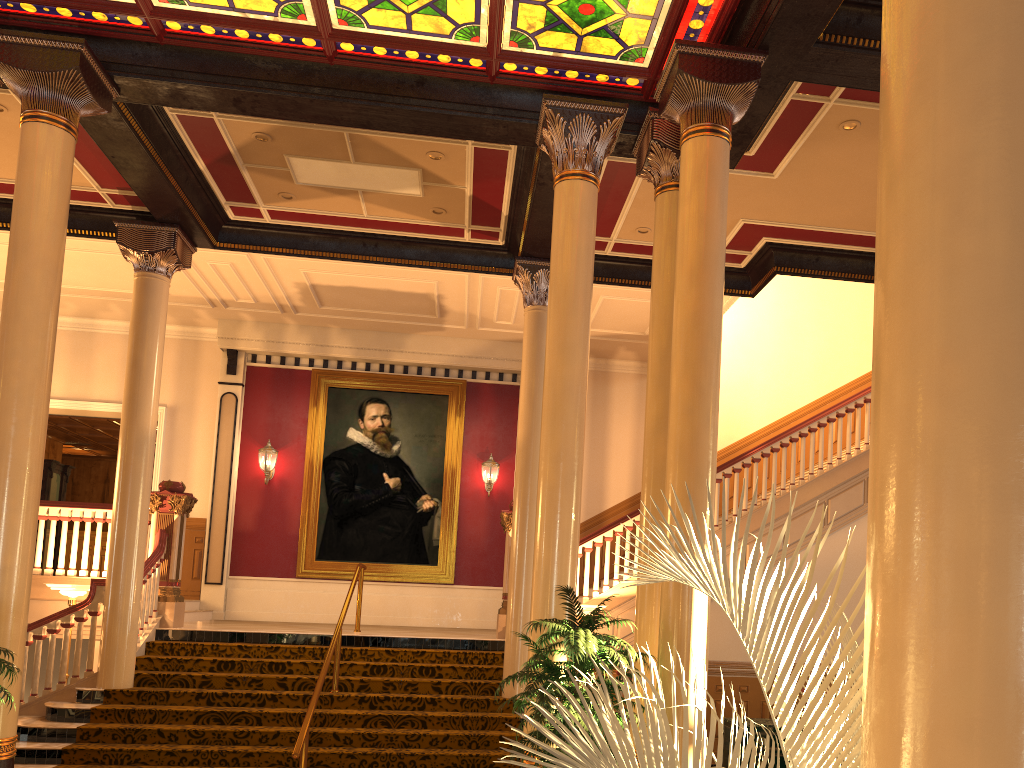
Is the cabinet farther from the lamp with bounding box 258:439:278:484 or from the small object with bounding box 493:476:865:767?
the lamp with bounding box 258:439:278:484

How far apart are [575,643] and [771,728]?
4.0 meters

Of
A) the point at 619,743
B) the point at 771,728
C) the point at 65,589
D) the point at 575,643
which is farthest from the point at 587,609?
the point at 619,743

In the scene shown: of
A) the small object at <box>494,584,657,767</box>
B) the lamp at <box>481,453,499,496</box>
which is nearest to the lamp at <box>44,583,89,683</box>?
the small object at <box>494,584,657,767</box>

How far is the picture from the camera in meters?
14.3

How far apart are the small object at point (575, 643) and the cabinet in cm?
319

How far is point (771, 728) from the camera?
8.3 meters

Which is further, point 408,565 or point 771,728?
point 408,565

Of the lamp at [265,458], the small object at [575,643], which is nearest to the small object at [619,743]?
the small object at [575,643]

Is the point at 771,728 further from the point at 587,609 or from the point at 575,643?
the point at 575,643
